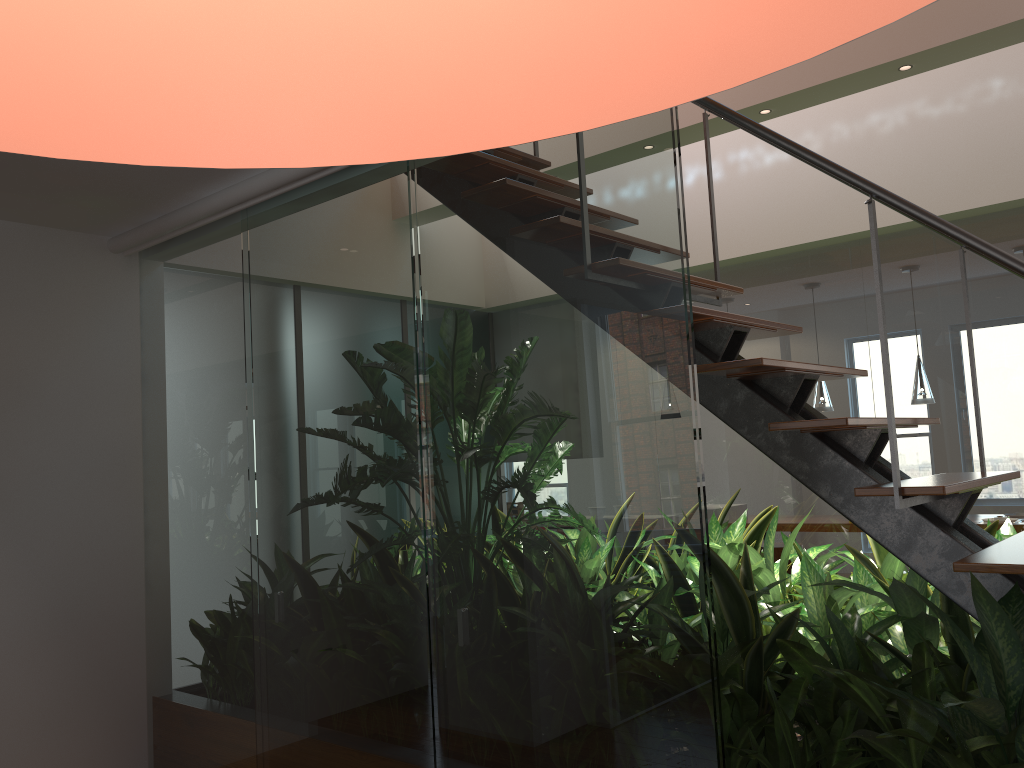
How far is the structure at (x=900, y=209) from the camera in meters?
2.0

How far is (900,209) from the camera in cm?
200

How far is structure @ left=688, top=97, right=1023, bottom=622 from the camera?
2.00m
